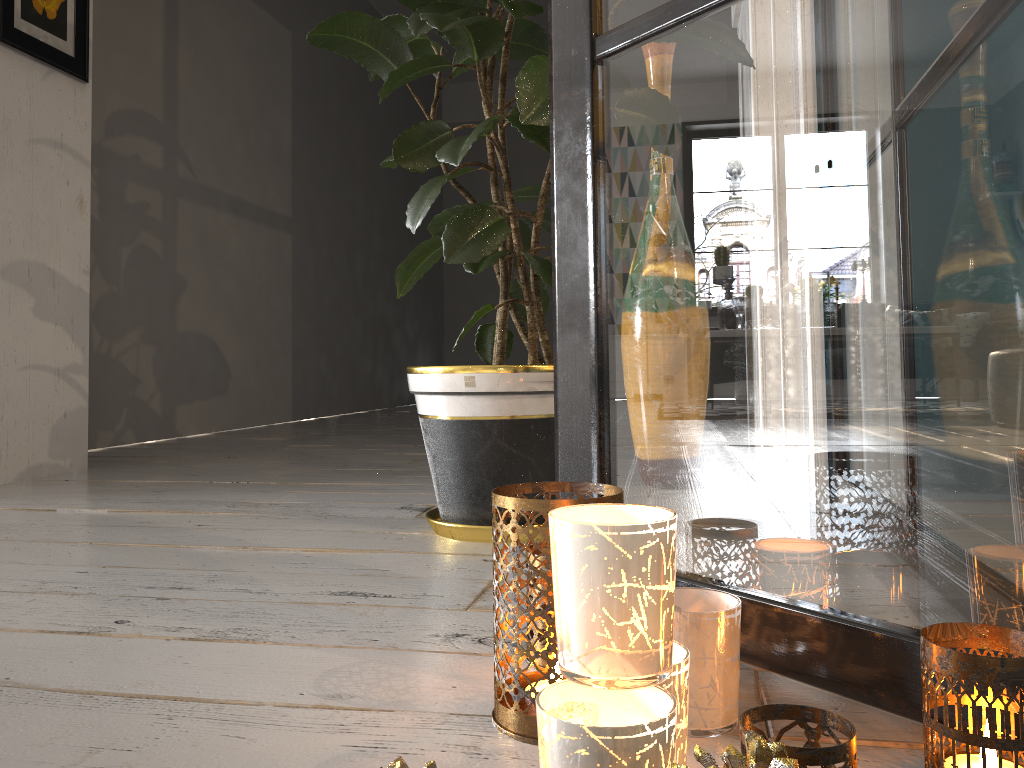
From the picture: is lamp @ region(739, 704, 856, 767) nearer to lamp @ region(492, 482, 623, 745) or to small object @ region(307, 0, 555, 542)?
lamp @ region(492, 482, 623, 745)

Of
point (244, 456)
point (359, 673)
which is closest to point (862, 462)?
point (359, 673)

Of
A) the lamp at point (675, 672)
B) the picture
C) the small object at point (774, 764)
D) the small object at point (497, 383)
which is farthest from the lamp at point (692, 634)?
the picture

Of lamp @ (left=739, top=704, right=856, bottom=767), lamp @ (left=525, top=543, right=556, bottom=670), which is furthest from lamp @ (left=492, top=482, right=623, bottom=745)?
lamp @ (left=739, top=704, right=856, bottom=767)

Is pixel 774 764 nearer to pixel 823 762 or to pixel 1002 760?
pixel 823 762

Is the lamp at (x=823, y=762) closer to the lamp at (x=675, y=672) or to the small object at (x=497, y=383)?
the lamp at (x=675, y=672)

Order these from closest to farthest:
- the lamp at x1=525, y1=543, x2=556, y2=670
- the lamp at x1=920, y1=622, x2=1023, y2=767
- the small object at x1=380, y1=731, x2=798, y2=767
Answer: the small object at x1=380, y1=731, x2=798, y2=767 < the lamp at x1=920, y1=622, x2=1023, y2=767 < the lamp at x1=525, y1=543, x2=556, y2=670

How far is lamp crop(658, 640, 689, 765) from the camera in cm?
58

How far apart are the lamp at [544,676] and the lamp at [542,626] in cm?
7

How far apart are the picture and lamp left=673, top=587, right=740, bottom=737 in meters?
2.4 m
